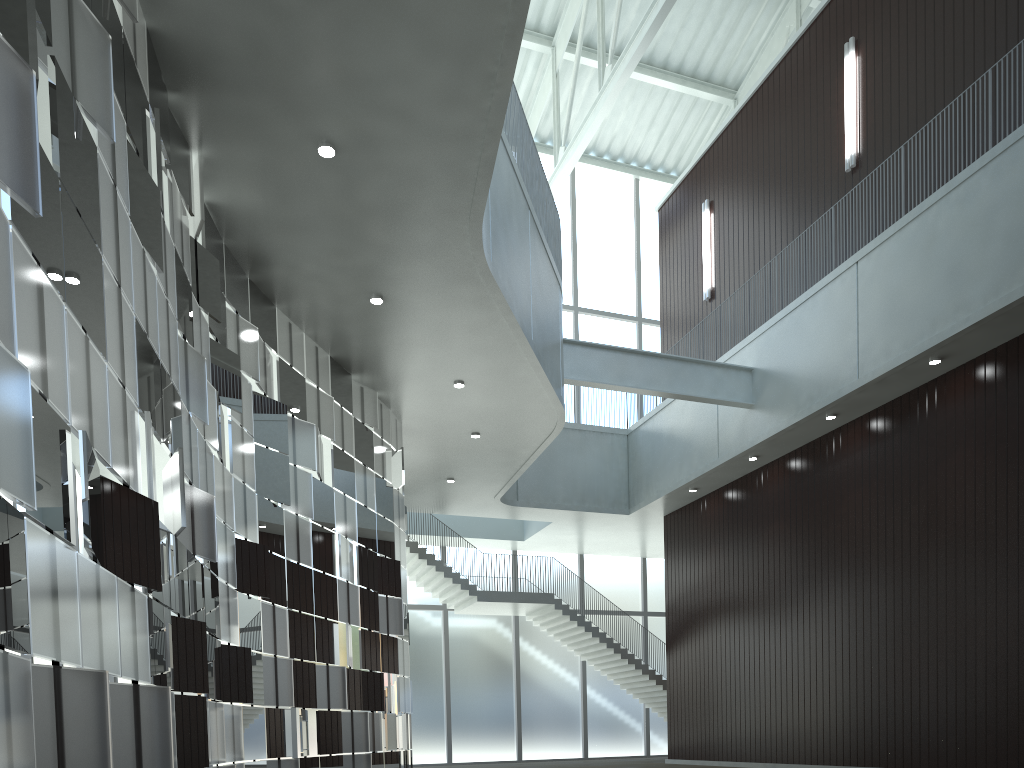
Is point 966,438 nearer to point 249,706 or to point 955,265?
point 955,265

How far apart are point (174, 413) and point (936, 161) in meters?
44.9

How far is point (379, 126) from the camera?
31.6m
